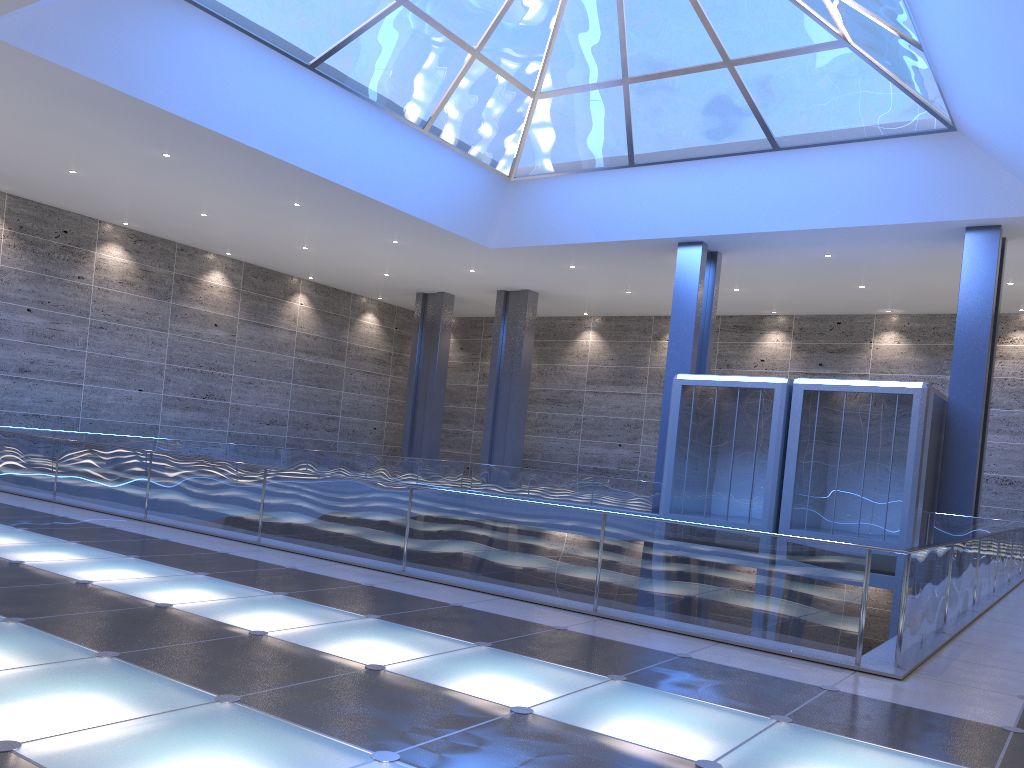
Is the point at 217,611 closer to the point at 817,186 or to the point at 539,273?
the point at 817,186
